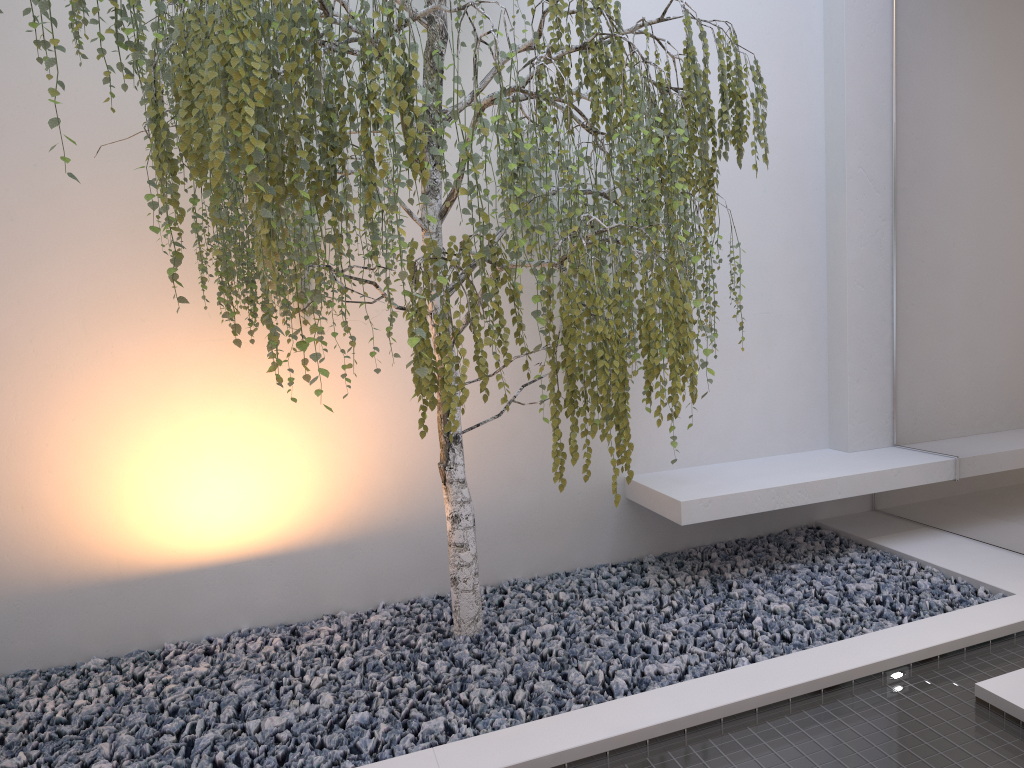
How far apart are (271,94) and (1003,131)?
2.8m

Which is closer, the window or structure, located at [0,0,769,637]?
structure, located at [0,0,769,637]

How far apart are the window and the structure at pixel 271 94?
1.12m

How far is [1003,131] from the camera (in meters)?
3.39

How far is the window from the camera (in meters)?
3.39

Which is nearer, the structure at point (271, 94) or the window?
the structure at point (271, 94)

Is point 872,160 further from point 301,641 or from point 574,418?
point 301,641

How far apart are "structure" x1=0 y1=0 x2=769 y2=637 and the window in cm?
112

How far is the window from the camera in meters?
3.4 m

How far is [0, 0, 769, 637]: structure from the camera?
2.08m
